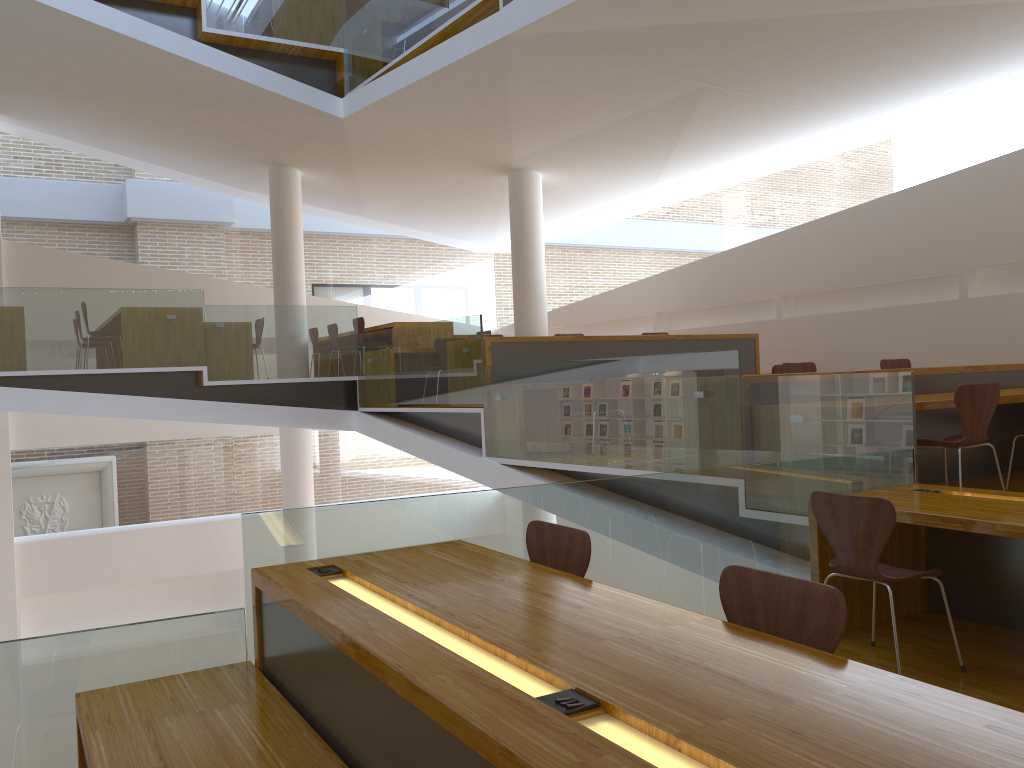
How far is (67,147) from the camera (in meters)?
12.56

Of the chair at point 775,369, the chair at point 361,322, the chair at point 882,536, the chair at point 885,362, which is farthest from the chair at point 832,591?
the chair at point 361,322

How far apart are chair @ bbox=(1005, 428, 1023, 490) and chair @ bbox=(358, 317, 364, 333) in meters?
6.9

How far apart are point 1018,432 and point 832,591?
4.2m

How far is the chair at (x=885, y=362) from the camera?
7.5m

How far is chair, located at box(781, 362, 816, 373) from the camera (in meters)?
6.98

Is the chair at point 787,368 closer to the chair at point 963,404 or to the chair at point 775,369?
the chair at point 775,369

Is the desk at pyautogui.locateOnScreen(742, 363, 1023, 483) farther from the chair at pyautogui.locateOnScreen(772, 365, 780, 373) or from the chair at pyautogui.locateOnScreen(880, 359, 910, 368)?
the chair at pyautogui.locateOnScreen(772, 365, 780, 373)

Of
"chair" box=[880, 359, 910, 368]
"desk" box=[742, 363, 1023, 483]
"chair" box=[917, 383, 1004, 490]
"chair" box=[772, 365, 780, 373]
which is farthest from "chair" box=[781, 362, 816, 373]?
"chair" box=[917, 383, 1004, 490]

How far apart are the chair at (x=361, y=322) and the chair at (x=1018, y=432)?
6.9m
